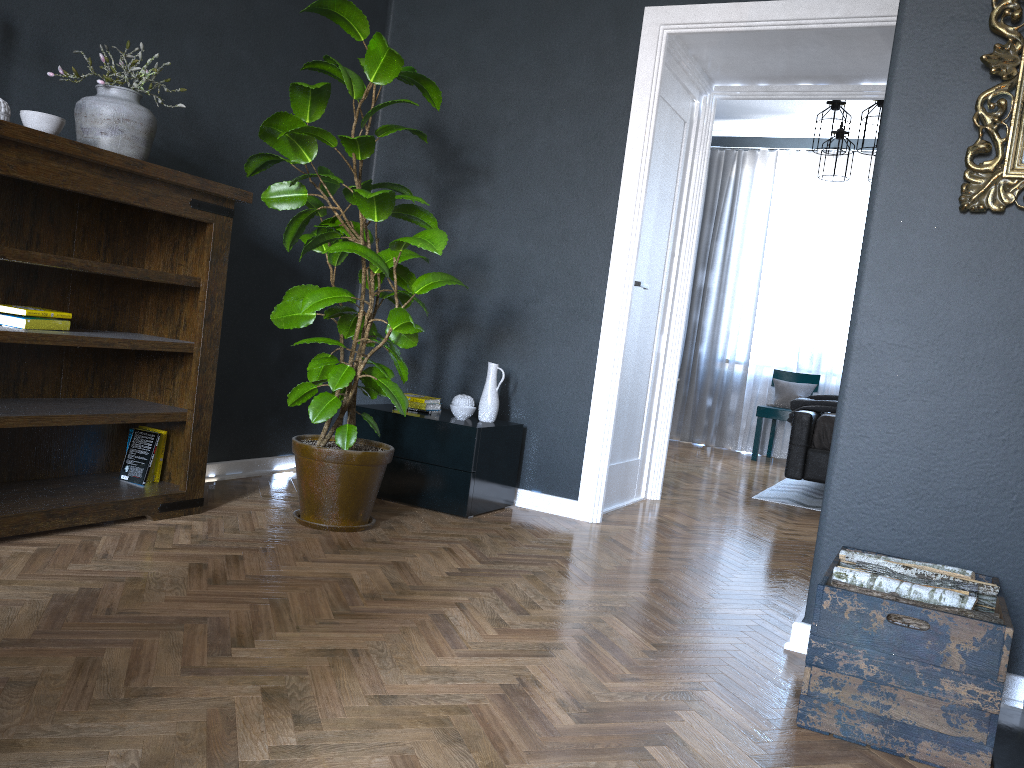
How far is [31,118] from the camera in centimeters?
252cm

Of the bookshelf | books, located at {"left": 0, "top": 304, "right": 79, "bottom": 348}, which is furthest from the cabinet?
books, located at {"left": 0, "top": 304, "right": 79, "bottom": 348}

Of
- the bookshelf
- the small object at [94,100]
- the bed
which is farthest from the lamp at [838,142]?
the small object at [94,100]

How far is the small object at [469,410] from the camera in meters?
3.9 m

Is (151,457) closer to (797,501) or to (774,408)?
(797,501)

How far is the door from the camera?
4.30m

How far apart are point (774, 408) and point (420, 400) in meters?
4.3

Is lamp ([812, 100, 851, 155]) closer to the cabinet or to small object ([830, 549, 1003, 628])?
the cabinet

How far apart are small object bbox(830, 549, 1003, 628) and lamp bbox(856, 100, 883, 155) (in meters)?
4.15

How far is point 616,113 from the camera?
3.98m
